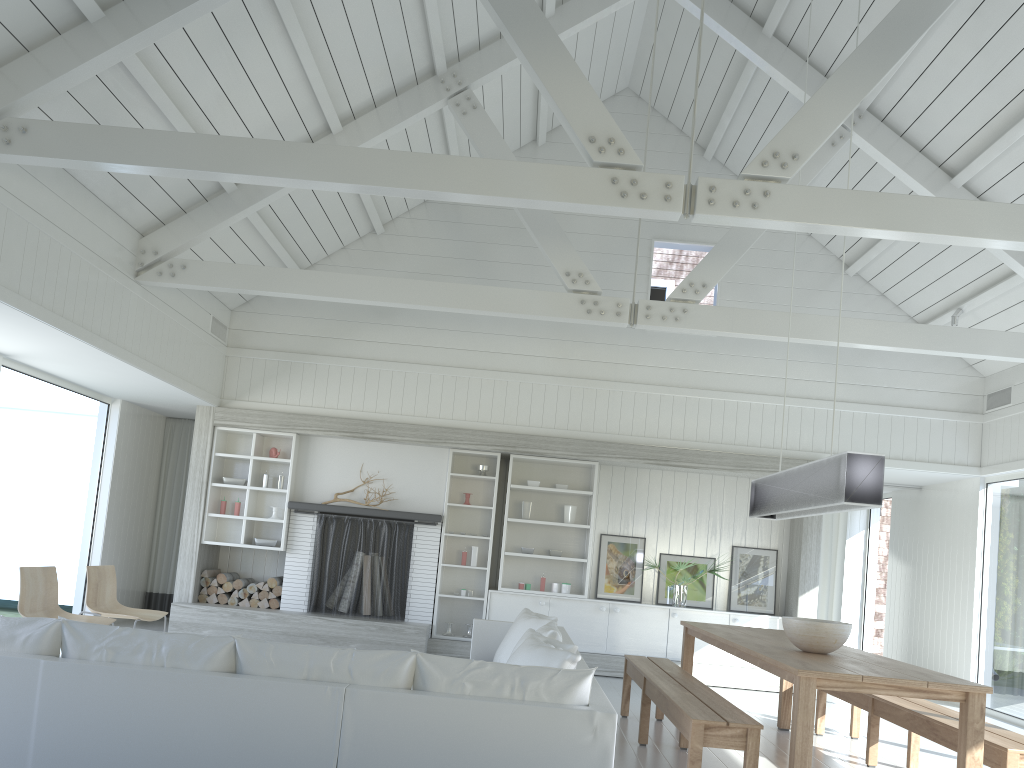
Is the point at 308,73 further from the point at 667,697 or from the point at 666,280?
the point at 666,280

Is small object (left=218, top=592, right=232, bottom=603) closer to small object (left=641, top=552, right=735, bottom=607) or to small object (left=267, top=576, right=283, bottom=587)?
small object (left=267, top=576, right=283, bottom=587)

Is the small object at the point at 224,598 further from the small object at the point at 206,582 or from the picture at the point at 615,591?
the picture at the point at 615,591

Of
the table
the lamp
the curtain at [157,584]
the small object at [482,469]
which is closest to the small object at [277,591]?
the curtain at [157,584]

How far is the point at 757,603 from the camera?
9.3m

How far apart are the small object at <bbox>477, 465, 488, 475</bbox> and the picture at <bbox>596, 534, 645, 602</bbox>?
1.5m

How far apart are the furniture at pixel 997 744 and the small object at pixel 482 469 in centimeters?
406cm

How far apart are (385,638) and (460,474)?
1.8m

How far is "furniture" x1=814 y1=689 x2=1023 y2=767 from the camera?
4.2 meters

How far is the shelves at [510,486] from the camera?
9.4 meters
